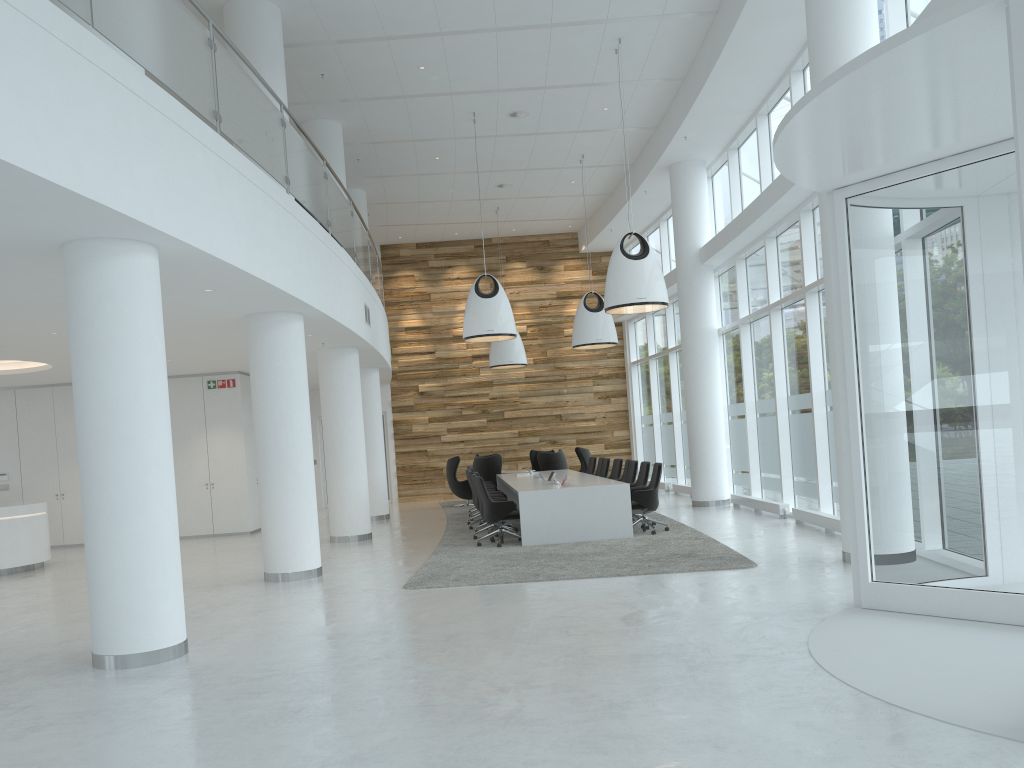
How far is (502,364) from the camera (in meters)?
19.79

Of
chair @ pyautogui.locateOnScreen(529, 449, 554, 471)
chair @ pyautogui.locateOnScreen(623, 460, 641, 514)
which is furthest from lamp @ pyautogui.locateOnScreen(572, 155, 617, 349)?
chair @ pyautogui.locateOnScreen(529, 449, 554, 471)

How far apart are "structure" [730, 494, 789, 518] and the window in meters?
0.2 m

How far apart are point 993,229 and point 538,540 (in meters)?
7.17

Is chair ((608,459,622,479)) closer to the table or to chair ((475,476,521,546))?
the table

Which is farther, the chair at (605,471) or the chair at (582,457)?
the chair at (582,457)

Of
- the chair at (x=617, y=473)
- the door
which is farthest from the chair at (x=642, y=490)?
the door

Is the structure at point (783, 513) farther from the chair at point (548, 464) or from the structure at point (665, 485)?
the structure at point (665, 485)

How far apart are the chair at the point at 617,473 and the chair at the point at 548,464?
3.2m

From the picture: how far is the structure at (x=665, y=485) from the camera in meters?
20.1
